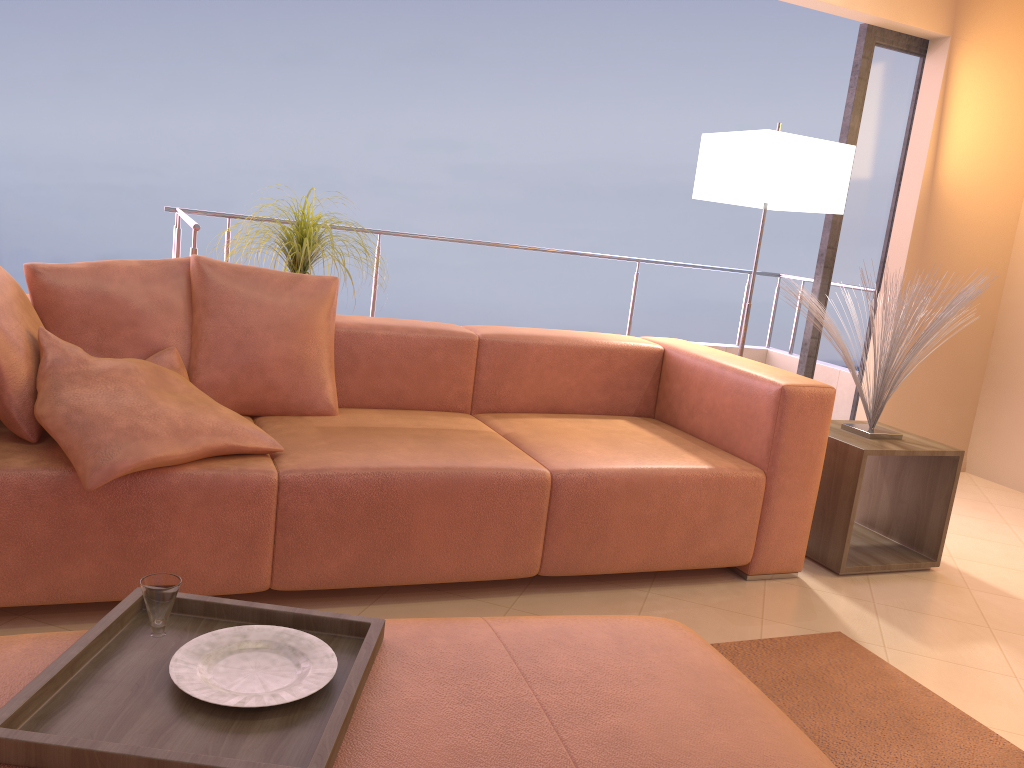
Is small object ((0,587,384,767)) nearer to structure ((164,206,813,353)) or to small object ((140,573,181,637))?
small object ((140,573,181,637))

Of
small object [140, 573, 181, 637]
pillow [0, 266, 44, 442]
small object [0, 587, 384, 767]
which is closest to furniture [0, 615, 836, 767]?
small object [0, 587, 384, 767]

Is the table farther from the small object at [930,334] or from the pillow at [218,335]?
the pillow at [218,335]

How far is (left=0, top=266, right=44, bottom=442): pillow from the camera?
2.1 meters

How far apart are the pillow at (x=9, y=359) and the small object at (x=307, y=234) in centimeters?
105cm

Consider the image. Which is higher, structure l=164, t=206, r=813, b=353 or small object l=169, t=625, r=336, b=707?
structure l=164, t=206, r=813, b=353

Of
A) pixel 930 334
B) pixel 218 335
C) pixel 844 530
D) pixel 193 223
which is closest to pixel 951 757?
pixel 844 530

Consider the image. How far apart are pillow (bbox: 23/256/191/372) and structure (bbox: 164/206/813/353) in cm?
69

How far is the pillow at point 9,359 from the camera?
2.09m

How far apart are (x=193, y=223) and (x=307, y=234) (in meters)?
0.44
